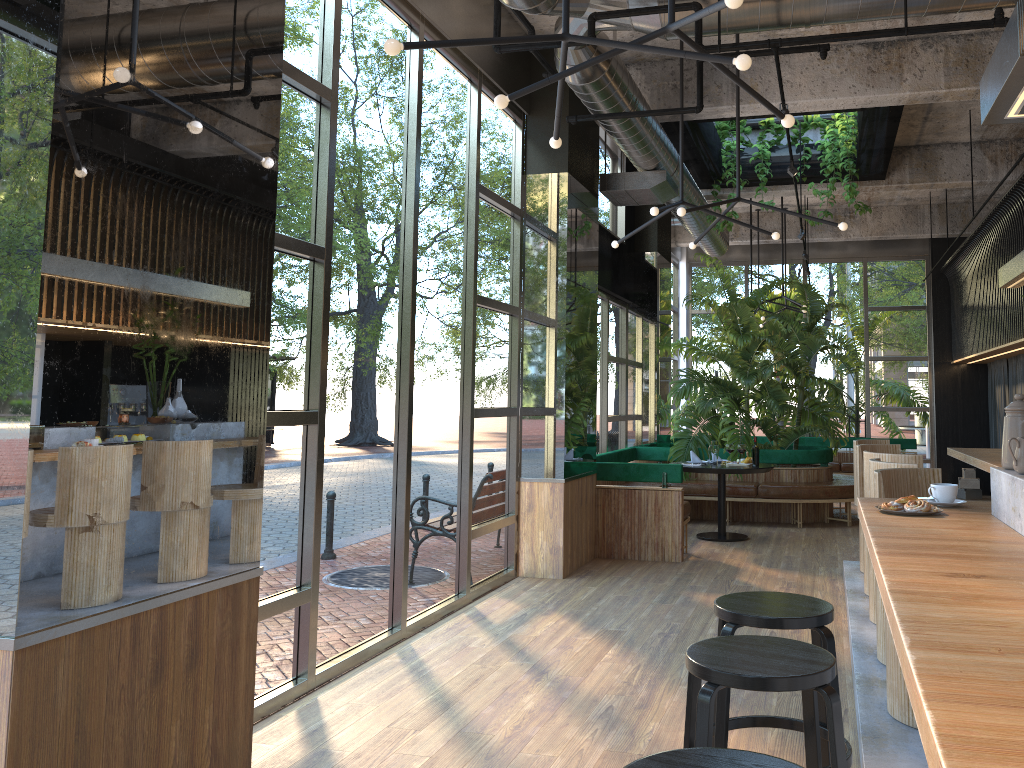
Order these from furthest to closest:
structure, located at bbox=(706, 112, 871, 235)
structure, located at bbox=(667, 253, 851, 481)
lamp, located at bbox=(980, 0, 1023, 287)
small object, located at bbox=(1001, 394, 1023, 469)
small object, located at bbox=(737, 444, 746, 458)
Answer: structure, located at bbox=(667, 253, 851, 481)
structure, located at bbox=(706, 112, 871, 235)
small object, located at bbox=(737, 444, 746, 458)
small object, located at bbox=(1001, 394, 1023, 469)
lamp, located at bbox=(980, 0, 1023, 287)

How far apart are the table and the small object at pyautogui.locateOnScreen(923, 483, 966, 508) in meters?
5.7

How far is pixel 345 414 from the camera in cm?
472

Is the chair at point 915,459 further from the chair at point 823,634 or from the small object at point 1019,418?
the small object at point 1019,418

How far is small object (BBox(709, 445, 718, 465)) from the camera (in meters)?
9.11

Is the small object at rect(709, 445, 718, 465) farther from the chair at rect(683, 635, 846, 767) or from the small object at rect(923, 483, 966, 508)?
the chair at rect(683, 635, 846, 767)

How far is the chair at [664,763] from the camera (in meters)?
1.78

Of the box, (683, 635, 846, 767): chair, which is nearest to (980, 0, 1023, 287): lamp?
(683, 635, 846, 767): chair

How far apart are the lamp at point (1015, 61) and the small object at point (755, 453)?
1.3 meters

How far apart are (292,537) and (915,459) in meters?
3.4 m
